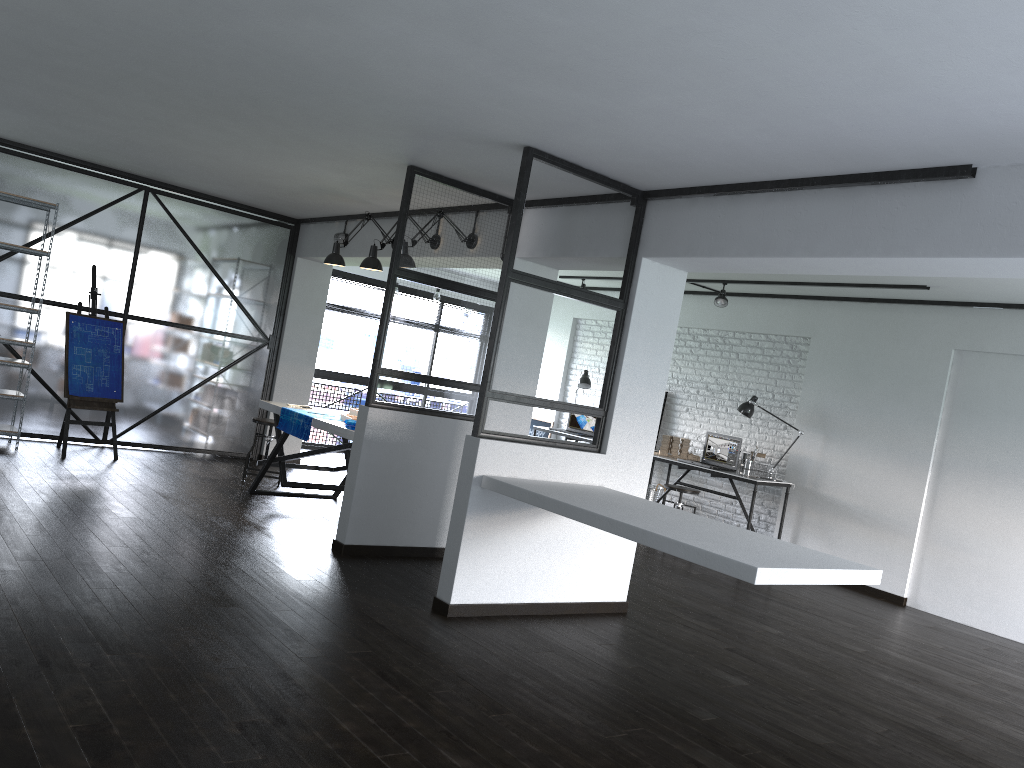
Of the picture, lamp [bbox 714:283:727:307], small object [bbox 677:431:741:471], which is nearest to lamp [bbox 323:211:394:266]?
lamp [bbox 714:283:727:307]

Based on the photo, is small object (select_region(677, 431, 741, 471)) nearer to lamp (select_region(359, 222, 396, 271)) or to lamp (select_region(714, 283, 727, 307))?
lamp (select_region(714, 283, 727, 307))

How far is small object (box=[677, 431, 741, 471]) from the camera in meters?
8.0 m

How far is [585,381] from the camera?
9.6m

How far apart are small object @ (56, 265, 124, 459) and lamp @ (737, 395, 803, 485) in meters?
5.2

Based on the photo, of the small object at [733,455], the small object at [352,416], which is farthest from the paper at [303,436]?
the small object at [733,455]

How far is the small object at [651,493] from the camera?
8.67m

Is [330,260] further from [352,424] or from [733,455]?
[733,455]

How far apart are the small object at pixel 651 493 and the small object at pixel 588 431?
1.1m

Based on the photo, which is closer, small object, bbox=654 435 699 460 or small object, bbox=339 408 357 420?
small object, bbox=339 408 357 420
